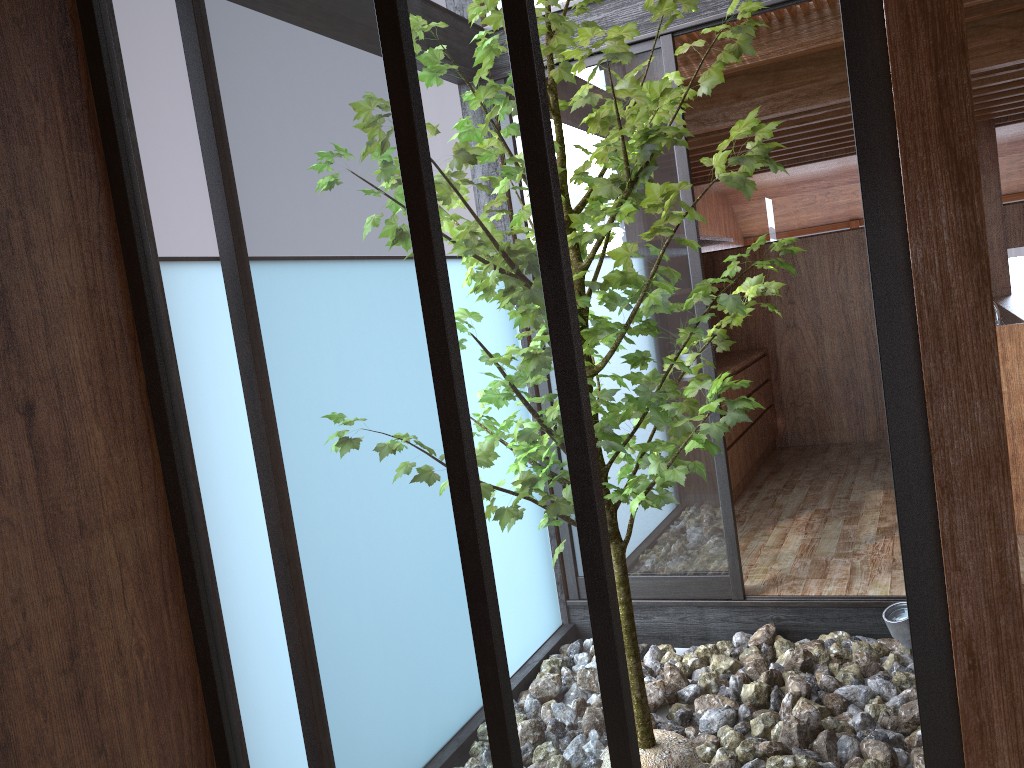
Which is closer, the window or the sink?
the window

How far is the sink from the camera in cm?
421

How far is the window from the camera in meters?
1.6

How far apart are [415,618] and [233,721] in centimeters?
59cm

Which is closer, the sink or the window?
the window

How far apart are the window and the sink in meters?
1.6

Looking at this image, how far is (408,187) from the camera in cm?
163

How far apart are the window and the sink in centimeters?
165cm
